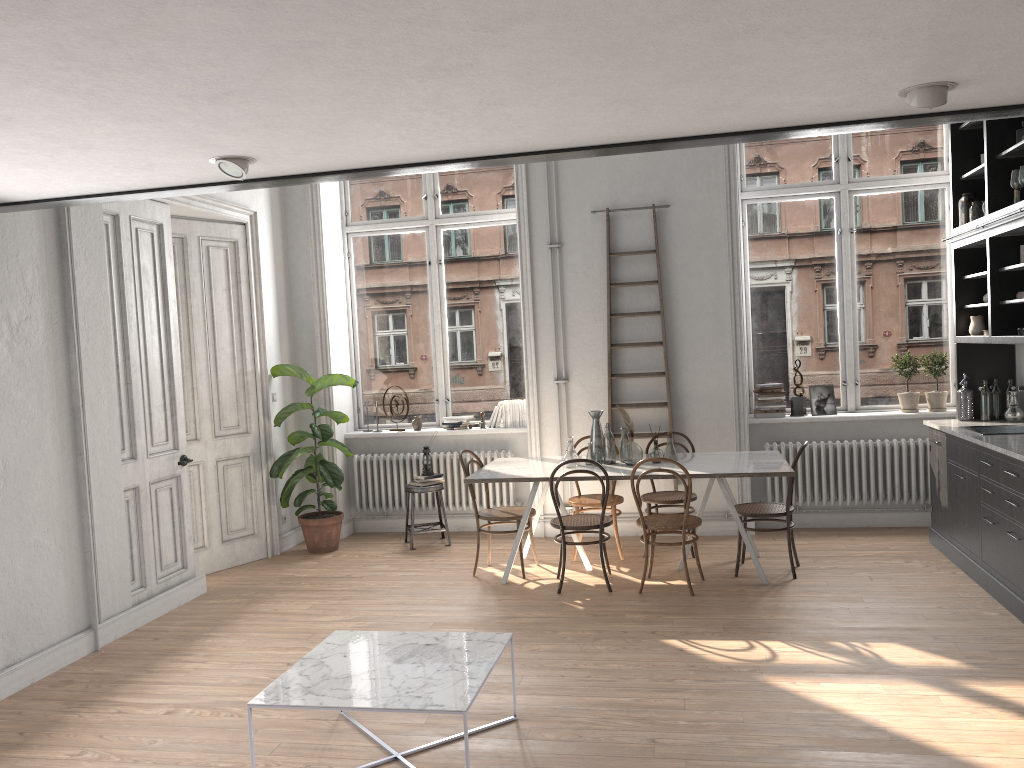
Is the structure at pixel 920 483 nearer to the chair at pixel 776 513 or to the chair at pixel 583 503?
the chair at pixel 776 513

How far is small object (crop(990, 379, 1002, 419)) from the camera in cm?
653

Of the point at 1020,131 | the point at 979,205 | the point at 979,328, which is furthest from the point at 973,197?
the point at 979,328

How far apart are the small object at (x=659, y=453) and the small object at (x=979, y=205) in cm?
280

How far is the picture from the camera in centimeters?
756cm

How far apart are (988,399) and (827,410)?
1.3m

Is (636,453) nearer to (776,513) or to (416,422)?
(776,513)

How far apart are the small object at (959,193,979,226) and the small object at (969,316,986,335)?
0.72m

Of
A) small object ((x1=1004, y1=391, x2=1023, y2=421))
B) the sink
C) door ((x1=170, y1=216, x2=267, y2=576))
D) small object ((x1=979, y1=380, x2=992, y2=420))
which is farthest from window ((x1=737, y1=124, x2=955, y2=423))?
door ((x1=170, y1=216, x2=267, y2=576))

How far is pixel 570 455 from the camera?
6.4m
